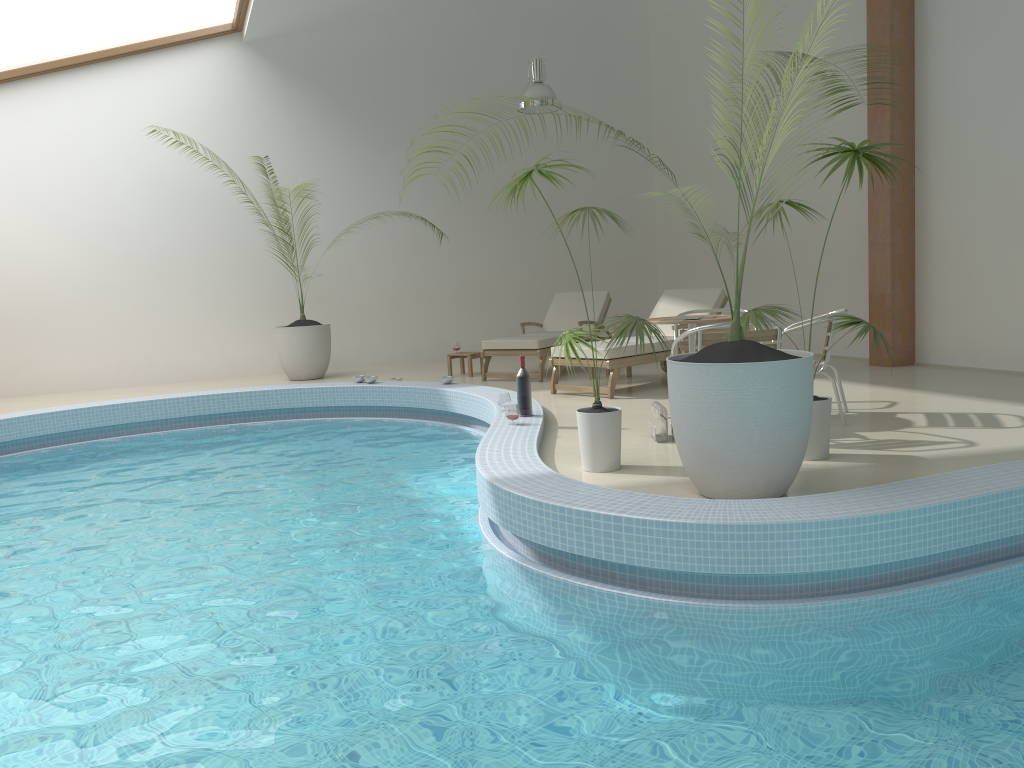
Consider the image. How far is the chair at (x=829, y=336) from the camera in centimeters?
570cm

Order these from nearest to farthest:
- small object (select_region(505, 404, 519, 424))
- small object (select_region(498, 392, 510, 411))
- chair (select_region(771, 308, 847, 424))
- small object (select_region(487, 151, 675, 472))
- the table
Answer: small object (select_region(487, 151, 675, 472))
chair (select_region(771, 308, 847, 424))
the table
small object (select_region(505, 404, 519, 424))
small object (select_region(498, 392, 510, 411))

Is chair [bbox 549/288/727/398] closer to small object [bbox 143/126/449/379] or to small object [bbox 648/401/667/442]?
small object [bbox 648/401/667/442]

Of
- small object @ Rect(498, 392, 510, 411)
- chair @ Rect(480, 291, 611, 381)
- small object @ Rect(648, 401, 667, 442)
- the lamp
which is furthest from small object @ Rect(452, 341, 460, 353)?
small object @ Rect(648, 401, 667, 442)

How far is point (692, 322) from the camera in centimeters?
580cm

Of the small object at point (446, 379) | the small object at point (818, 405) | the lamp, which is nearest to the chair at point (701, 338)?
the small object at point (818, 405)

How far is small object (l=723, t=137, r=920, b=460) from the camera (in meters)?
4.70

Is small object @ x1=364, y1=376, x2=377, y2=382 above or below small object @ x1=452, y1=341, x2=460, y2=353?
below

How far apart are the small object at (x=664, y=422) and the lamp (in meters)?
5.27

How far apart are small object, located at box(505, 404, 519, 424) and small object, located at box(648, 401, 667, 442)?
0.9 meters
